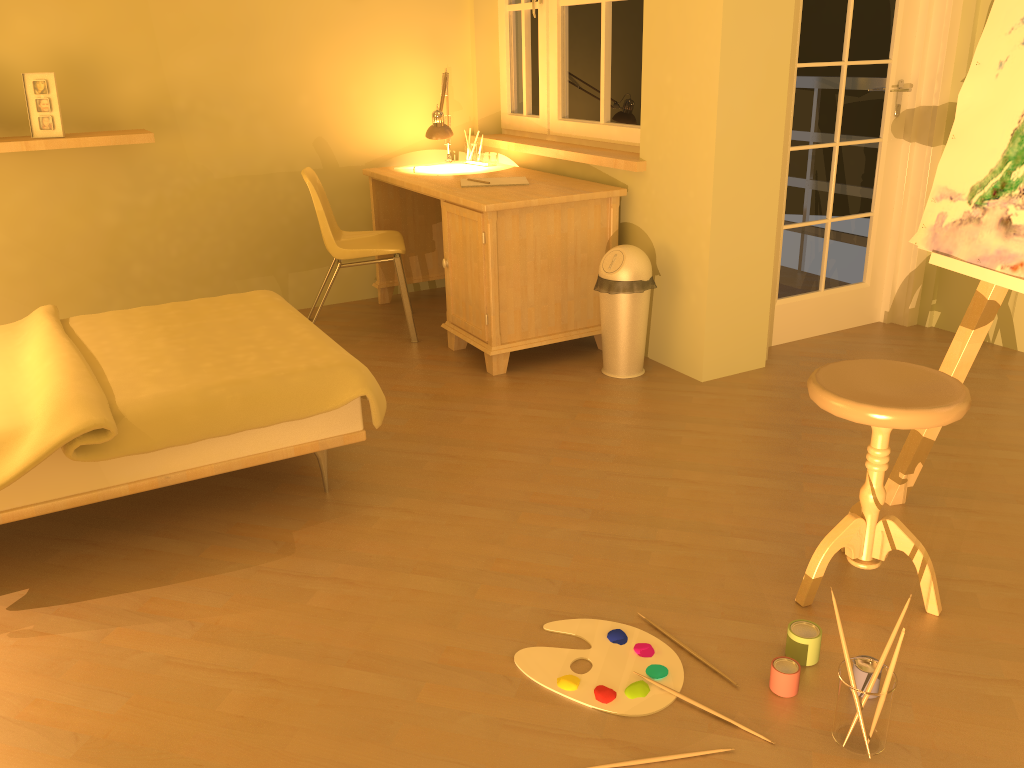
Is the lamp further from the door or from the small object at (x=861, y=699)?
the small object at (x=861, y=699)

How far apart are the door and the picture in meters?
3.1 m

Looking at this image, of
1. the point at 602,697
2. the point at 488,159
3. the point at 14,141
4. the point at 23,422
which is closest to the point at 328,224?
the point at 488,159

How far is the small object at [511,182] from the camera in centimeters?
394cm

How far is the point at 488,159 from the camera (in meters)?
4.56

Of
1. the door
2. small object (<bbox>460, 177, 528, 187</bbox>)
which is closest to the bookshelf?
small object (<bbox>460, 177, 528, 187</bbox>)

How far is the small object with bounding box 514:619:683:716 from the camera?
1.9 meters

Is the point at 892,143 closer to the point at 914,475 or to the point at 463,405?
the point at 914,475

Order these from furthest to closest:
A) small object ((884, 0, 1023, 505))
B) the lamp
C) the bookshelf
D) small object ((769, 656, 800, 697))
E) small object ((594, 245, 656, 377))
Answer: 1. the lamp
2. the bookshelf
3. small object ((594, 245, 656, 377))
4. small object ((884, 0, 1023, 505))
5. small object ((769, 656, 800, 697))

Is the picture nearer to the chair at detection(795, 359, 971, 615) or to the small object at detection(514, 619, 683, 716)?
the small object at detection(514, 619, 683, 716)
